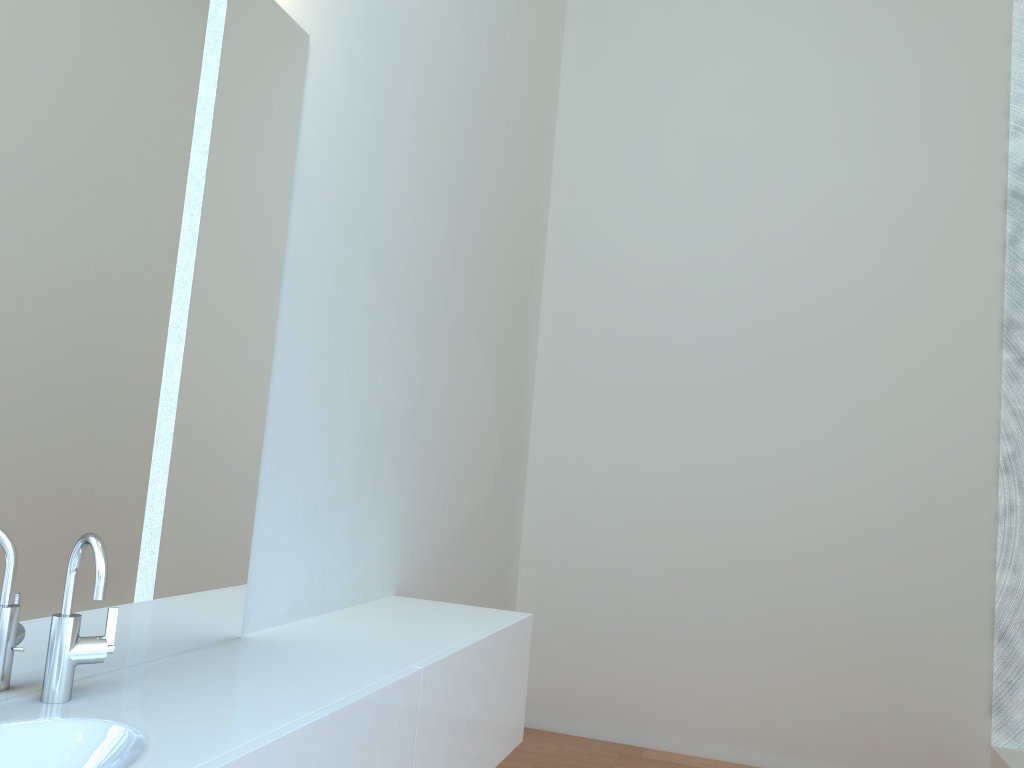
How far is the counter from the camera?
1.28m

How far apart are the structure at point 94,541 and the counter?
0.0m

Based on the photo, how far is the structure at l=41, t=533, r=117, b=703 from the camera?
1.36m

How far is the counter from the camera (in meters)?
1.28

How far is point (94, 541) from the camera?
1.4 meters

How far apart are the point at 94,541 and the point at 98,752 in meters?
0.3

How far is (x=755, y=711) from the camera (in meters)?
3.87

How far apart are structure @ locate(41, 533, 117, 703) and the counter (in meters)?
0.01

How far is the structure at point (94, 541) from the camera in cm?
136
